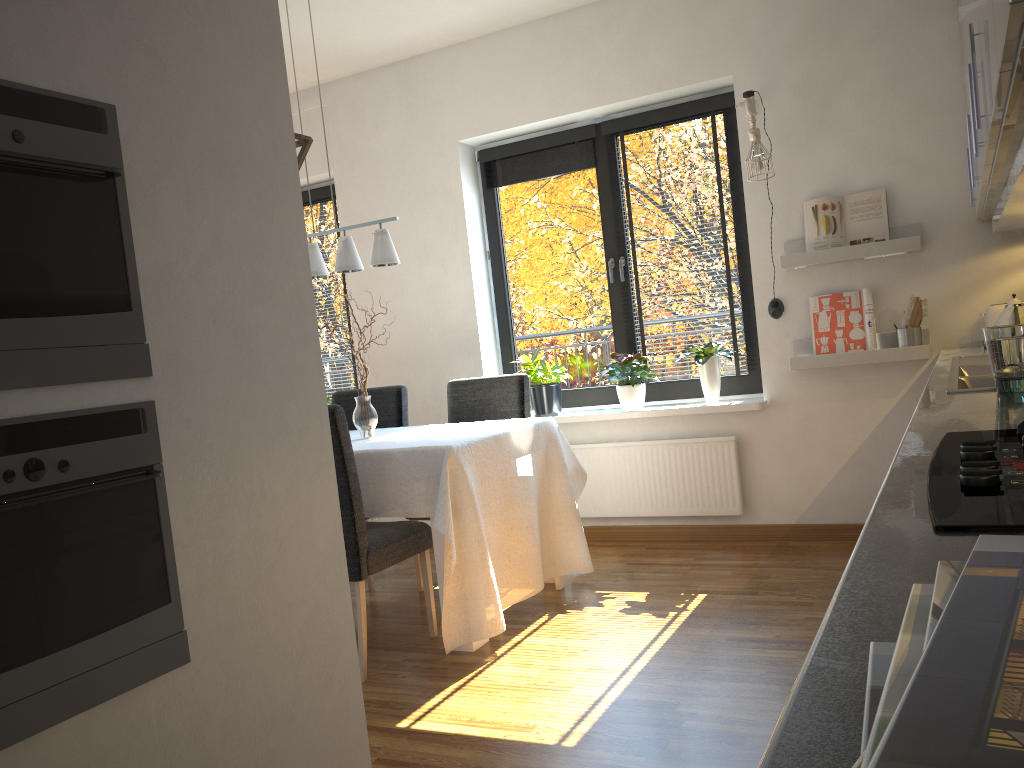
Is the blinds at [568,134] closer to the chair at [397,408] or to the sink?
the chair at [397,408]

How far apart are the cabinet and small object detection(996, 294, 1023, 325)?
0.3 meters

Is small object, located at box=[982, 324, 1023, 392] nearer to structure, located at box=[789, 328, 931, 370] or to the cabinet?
the cabinet

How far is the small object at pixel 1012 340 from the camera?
1.9m

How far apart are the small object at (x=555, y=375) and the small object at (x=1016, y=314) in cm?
206

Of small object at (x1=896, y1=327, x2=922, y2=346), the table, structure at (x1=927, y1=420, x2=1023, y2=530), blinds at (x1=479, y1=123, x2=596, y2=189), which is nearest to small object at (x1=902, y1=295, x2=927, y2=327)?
small object at (x1=896, y1=327, x2=922, y2=346)

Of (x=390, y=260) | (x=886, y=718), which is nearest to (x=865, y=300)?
(x=390, y=260)

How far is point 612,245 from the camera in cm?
482

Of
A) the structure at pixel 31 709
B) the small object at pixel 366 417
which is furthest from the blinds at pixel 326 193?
the structure at pixel 31 709

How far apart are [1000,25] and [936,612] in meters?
1.1 m
